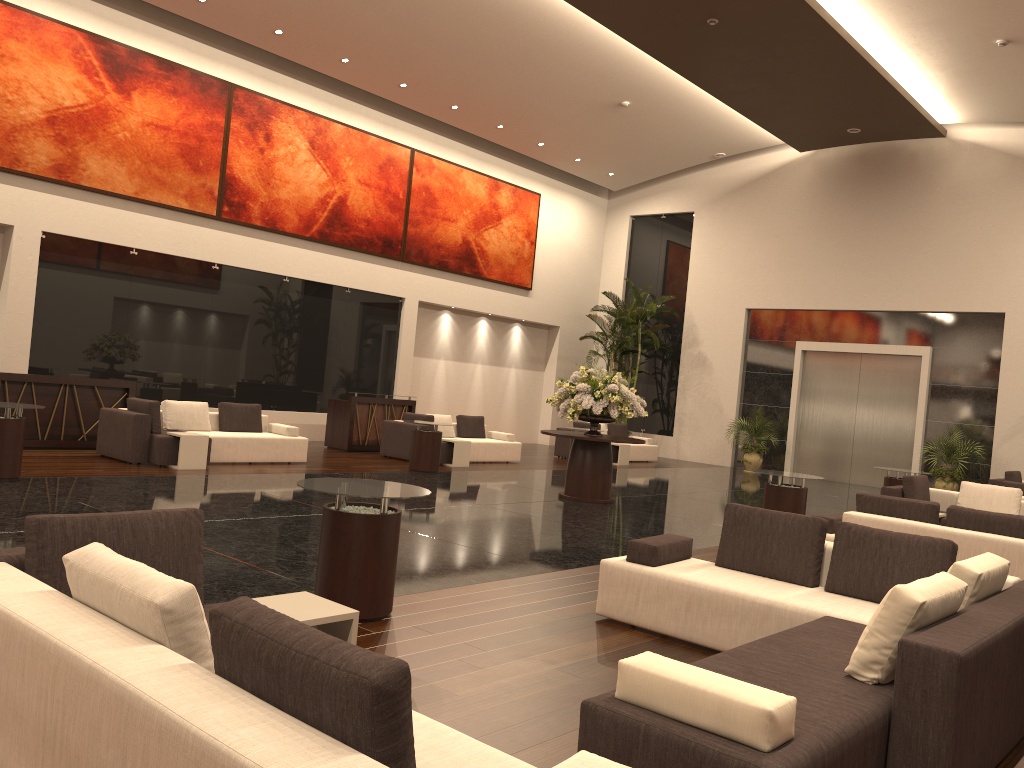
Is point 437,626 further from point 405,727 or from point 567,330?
point 567,330

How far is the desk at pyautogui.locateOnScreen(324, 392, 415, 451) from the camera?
16.6m

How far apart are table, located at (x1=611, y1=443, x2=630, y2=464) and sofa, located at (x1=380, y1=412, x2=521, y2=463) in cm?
302

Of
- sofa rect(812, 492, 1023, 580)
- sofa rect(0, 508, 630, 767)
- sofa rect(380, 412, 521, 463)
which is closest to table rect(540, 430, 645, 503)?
sofa rect(380, 412, 521, 463)

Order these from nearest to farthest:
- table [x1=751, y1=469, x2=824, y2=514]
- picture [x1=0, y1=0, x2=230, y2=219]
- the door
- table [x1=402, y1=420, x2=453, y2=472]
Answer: table [x1=751, y1=469, x2=824, y2=514] → picture [x1=0, y1=0, x2=230, y2=219] → table [x1=402, y1=420, x2=453, y2=472] → the door

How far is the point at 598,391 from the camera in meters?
12.3 m

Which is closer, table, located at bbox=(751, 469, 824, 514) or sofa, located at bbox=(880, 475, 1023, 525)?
table, located at bbox=(751, 469, 824, 514)

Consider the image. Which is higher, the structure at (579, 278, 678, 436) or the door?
the structure at (579, 278, 678, 436)

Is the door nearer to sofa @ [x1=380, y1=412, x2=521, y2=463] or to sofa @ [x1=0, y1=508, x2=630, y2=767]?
sofa @ [x1=380, y1=412, x2=521, y2=463]

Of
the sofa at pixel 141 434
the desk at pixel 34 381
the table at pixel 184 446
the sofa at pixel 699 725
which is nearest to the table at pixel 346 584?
the sofa at pixel 699 725
